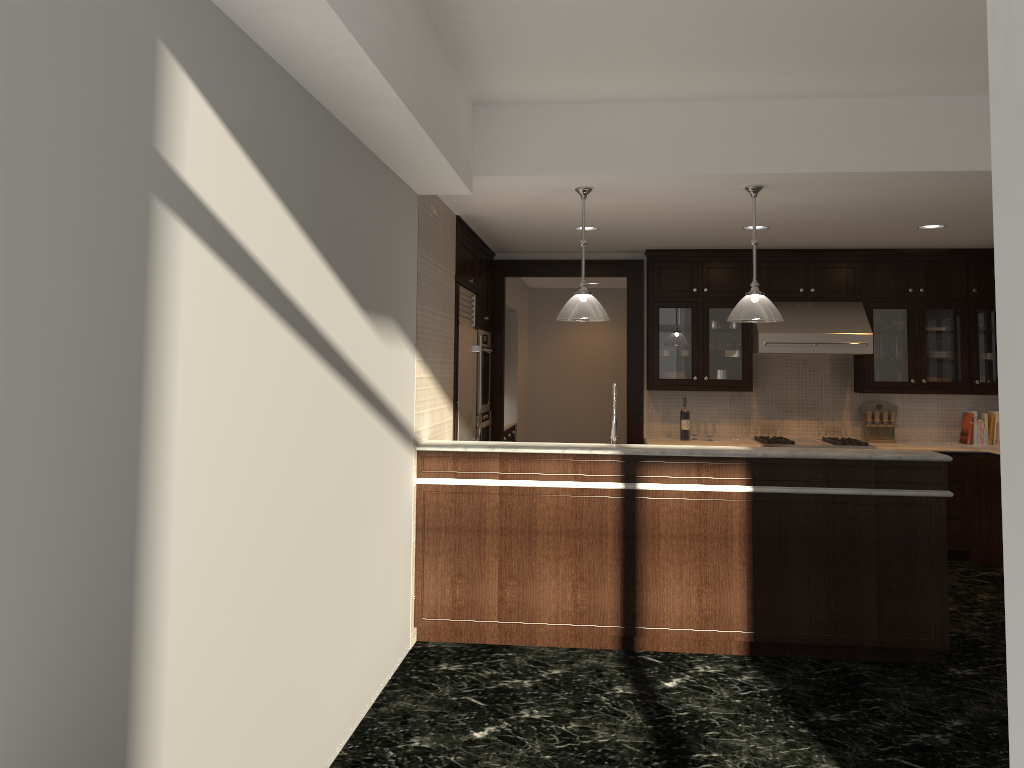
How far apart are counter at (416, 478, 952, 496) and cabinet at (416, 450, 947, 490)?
0.04m

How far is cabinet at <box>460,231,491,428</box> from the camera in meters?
6.6 m

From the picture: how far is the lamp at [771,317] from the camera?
4.9 meters

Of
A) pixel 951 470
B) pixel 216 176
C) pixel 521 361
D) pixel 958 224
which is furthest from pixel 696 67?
pixel 521 361

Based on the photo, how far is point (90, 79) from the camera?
1.75m

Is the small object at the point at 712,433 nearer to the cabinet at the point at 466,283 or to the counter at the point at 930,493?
the cabinet at the point at 466,283

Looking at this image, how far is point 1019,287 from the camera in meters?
1.1 m

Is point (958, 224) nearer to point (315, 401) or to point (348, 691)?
point (315, 401)

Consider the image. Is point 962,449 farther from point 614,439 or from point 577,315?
point 577,315

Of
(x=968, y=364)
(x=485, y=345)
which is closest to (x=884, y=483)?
(x=968, y=364)
